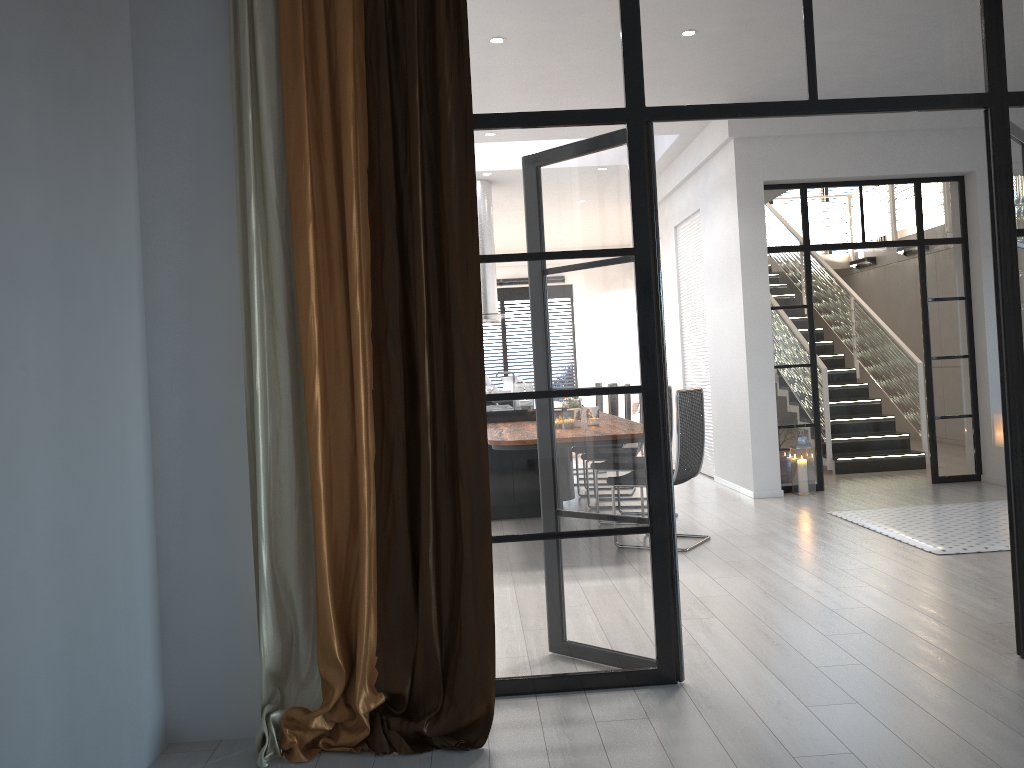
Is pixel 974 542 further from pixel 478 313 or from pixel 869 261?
pixel 869 261

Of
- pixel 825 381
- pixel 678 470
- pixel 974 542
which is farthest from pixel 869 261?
pixel 678 470

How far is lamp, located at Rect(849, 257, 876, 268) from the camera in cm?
1264

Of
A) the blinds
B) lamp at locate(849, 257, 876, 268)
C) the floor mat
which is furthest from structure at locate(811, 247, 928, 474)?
the blinds

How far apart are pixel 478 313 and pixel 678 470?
3.1m

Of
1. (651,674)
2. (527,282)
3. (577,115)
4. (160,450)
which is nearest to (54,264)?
(160,450)

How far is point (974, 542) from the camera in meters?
5.3

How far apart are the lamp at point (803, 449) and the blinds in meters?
5.3 m

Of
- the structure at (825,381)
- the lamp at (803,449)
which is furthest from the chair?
the structure at (825,381)

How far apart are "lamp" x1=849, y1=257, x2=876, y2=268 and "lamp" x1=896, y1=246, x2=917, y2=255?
0.89m
